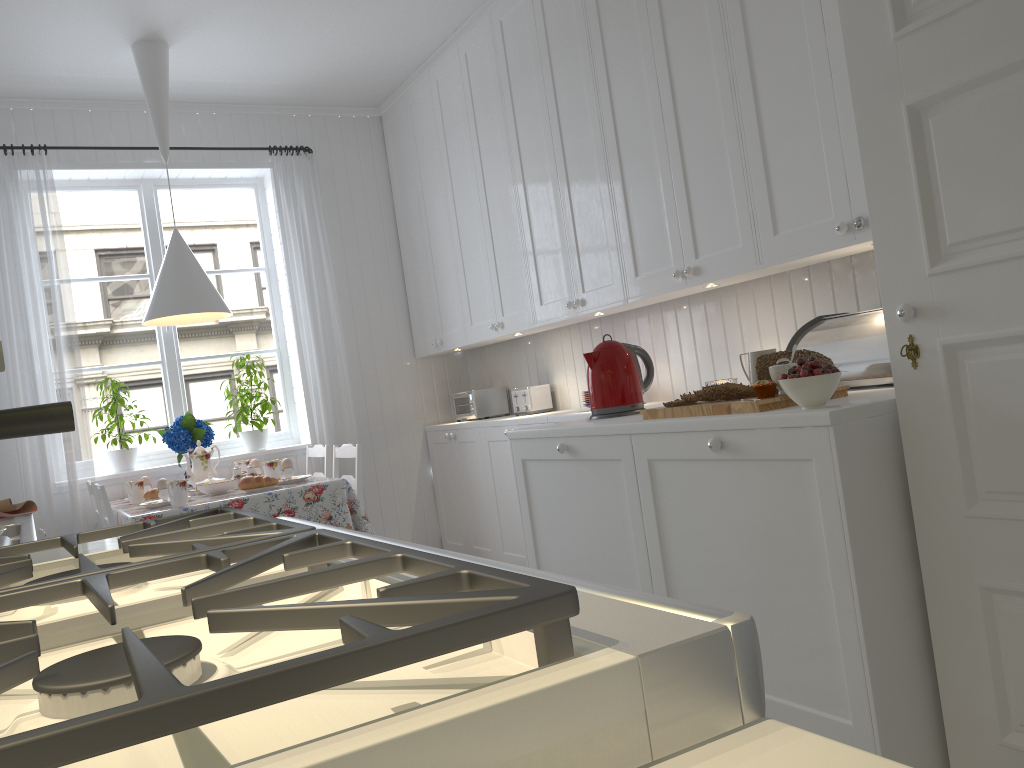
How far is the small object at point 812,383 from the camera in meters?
1.9 m

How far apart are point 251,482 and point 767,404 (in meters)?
2.10

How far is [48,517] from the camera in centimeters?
401cm

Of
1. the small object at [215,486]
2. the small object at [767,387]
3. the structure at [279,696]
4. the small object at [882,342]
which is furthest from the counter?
the small object at [882,342]

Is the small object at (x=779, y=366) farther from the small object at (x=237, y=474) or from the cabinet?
the small object at (x=237, y=474)

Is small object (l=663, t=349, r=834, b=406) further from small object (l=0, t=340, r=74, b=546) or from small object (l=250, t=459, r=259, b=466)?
small object (l=250, t=459, r=259, b=466)

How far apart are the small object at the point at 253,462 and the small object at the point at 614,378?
1.9 meters

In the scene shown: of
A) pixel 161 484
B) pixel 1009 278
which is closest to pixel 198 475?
pixel 161 484

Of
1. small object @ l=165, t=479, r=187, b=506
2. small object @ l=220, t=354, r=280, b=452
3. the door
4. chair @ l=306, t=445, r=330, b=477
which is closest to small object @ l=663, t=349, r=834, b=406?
the door

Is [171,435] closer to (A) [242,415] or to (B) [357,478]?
(A) [242,415]
